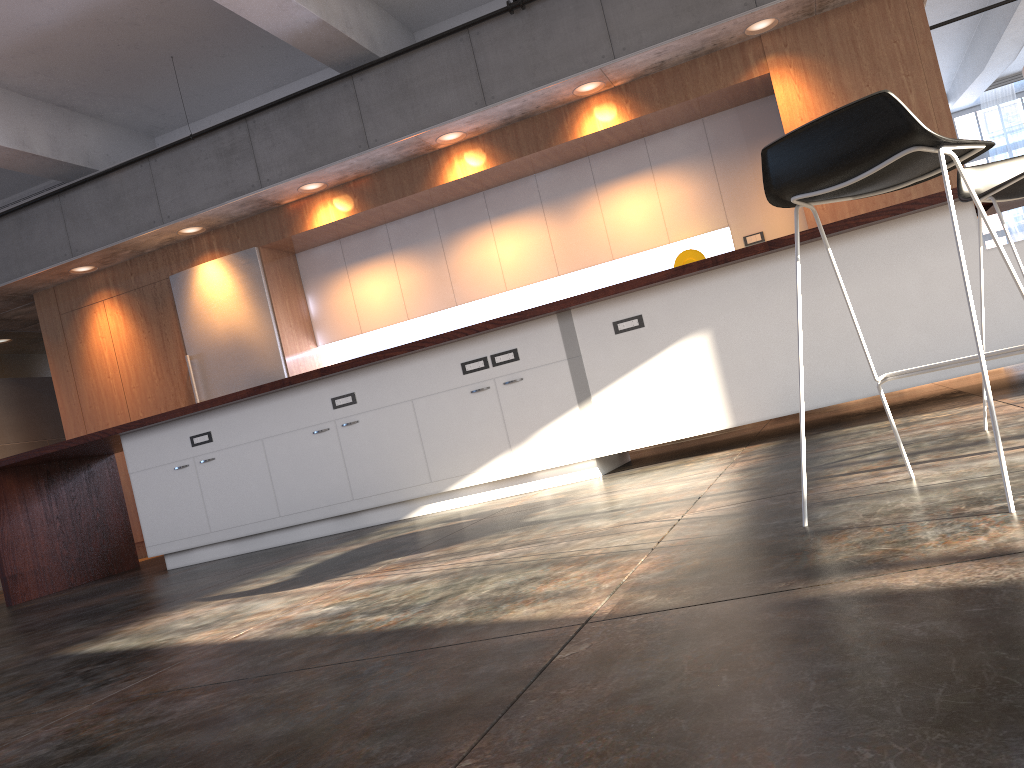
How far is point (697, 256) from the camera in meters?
6.9

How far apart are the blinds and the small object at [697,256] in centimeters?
944cm

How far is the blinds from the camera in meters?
13.8 m

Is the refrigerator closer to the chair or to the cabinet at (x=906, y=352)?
the cabinet at (x=906, y=352)

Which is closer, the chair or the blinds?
the chair

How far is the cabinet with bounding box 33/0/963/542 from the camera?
6.1 meters

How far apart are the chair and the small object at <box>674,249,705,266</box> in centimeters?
412cm

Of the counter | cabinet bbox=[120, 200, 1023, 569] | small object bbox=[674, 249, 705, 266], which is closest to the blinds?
small object bbox=[674, 249, 705, 266]

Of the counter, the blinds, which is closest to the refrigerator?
the counter

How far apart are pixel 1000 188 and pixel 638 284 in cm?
210
